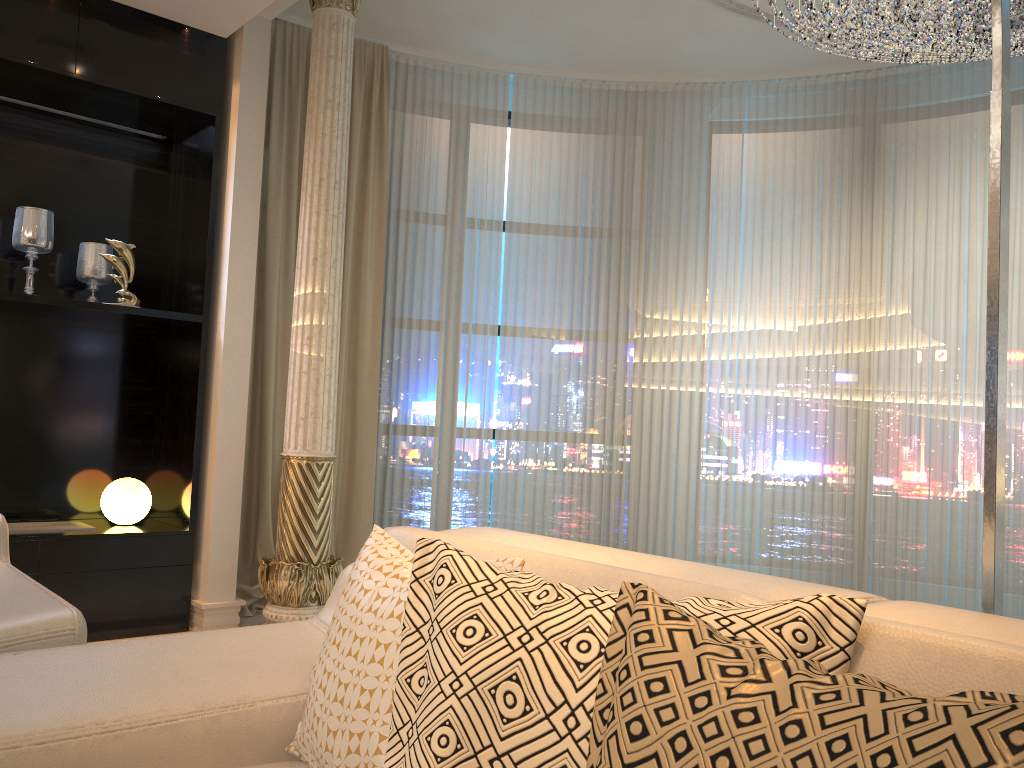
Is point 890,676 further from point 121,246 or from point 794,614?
point 121,246

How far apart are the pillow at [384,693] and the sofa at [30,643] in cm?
67

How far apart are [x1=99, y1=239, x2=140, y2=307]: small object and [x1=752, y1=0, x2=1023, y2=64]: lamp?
2.9 meters

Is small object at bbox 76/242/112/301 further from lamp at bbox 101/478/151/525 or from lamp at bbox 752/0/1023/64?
lamp at bbox 752/0/1023/64

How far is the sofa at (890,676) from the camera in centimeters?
93cm

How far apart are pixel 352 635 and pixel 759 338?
4.1 meters

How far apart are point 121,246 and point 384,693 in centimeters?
317cm

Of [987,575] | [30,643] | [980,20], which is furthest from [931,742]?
[980,20]

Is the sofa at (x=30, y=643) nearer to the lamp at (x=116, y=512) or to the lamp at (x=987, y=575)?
the lamp at (x=116, y=512)

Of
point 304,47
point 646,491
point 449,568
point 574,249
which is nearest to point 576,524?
point 646,491
